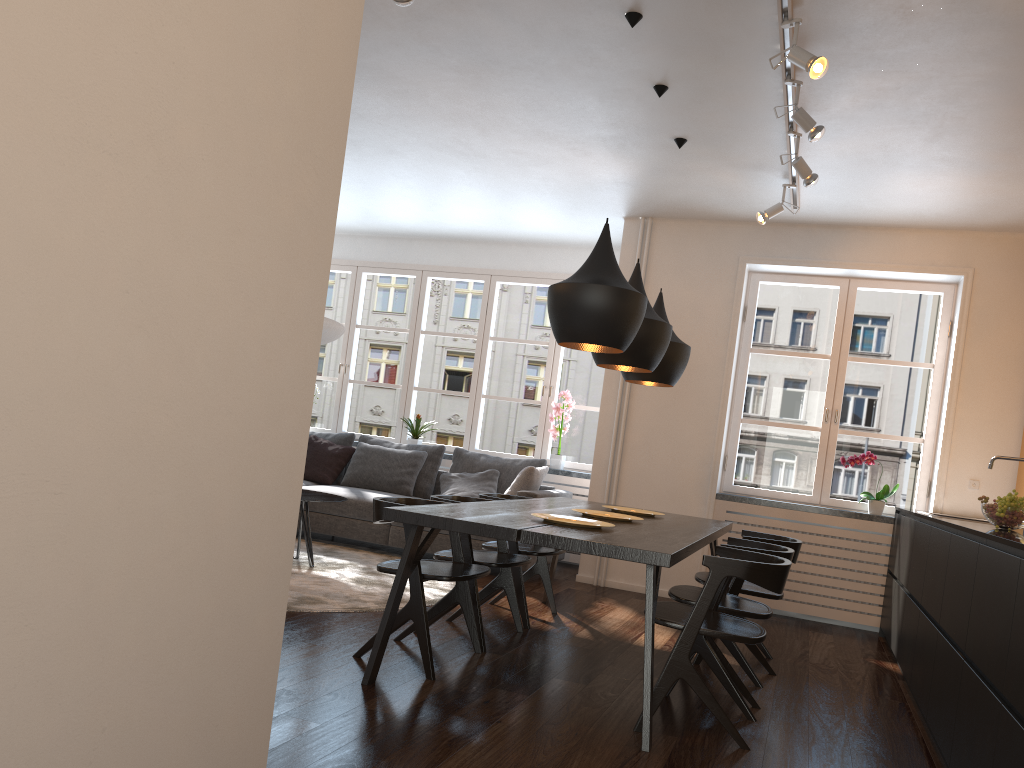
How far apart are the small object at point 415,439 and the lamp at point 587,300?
4.34m

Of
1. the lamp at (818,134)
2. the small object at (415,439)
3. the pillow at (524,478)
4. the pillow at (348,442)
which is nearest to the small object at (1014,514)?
the lamp at (818,134)

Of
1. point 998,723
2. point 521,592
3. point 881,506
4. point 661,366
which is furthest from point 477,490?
point 998,723

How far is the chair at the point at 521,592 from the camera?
4.7 meters

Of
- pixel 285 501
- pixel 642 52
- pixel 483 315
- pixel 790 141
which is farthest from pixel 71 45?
pixel 483 315

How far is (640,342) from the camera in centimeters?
415cm

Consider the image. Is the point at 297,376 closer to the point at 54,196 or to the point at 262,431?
the point at 262,431

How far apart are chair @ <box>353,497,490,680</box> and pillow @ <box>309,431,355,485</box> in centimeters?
375cm

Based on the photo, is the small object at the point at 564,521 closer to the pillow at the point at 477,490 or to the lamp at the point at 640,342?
the lamp at the point at 640,342

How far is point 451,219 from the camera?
7.6m
